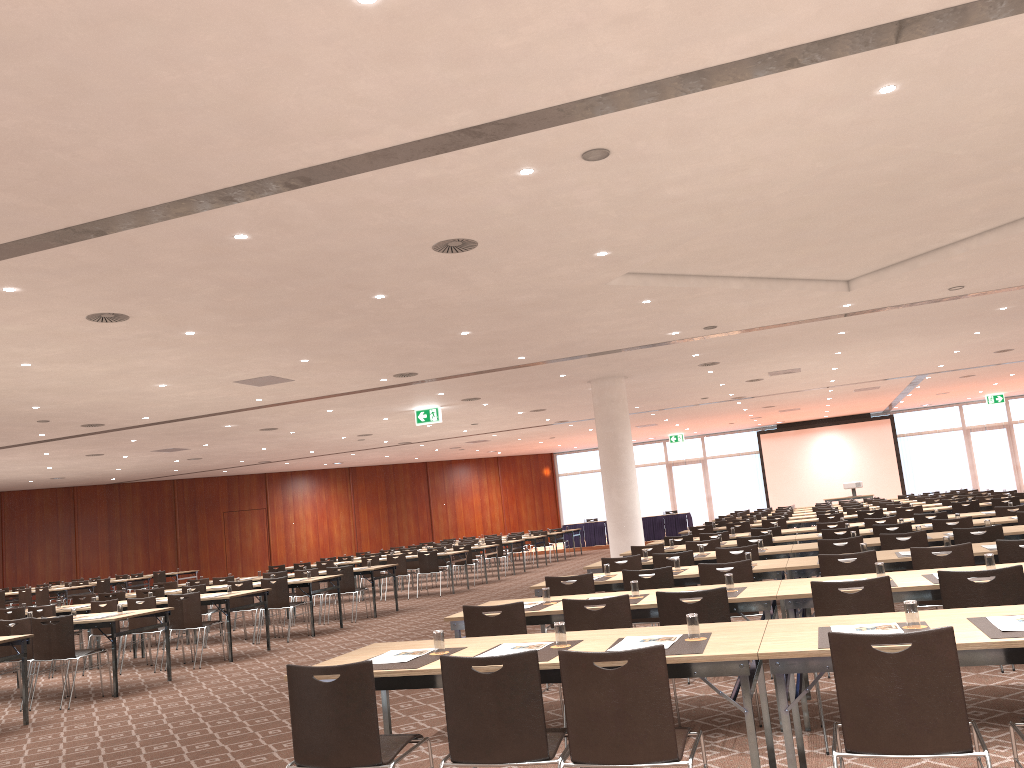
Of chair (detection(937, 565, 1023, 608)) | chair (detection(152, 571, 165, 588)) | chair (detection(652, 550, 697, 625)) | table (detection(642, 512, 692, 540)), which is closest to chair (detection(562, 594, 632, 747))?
chair (detection(937, 565, 1023, 608))

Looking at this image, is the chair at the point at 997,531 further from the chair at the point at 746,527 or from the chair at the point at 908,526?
the chair at the point at 746,527

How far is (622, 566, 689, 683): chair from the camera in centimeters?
743cm

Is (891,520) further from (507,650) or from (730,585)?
(507,650)

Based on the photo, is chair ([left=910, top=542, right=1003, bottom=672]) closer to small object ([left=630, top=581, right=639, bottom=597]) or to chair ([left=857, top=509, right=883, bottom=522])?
small object ([left=630, top=581, right=639, bottom=597])

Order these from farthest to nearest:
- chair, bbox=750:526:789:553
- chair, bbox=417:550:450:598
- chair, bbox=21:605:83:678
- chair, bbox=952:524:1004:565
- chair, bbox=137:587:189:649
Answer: chair, bbox=417:550:450:598 < chair, bbox=137:587:189:649 < chair, bbox=750:526:789:553 < chair, bbox=21:605:83:678 < chair, bbox=952:524:1004:565

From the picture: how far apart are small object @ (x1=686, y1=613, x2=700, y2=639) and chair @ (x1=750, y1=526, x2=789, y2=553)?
9.31m

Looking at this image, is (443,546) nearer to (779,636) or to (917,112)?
(917,112)

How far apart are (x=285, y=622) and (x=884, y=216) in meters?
12.1

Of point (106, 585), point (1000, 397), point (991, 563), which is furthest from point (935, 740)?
point (1000, 397)
